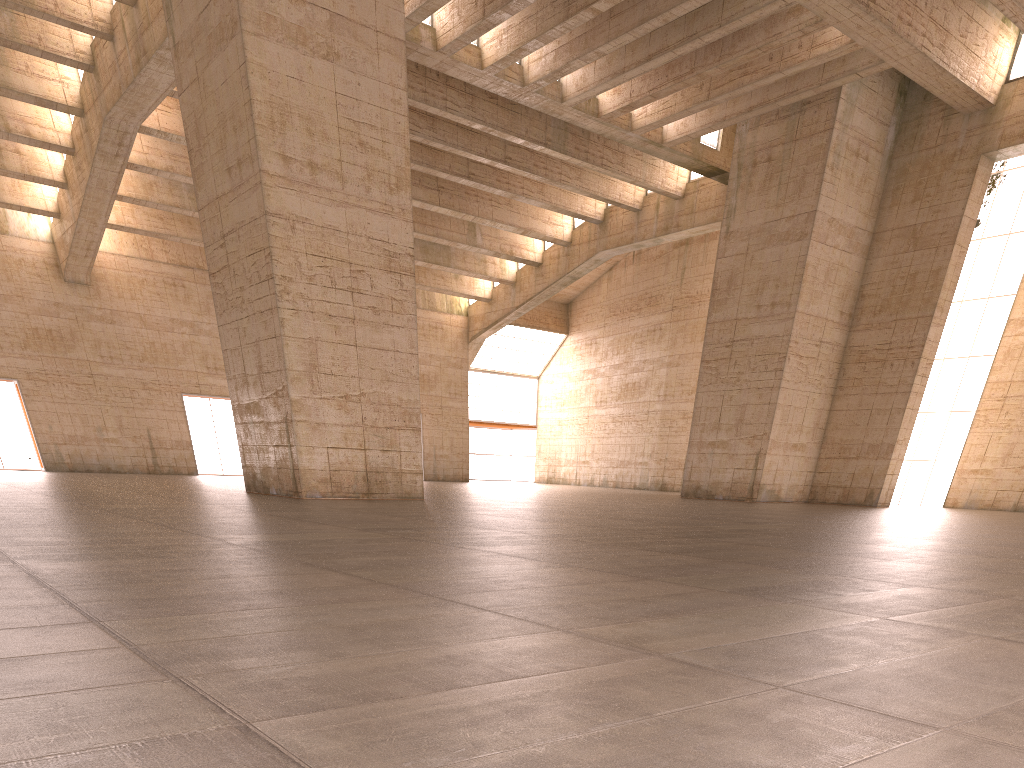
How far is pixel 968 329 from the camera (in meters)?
29.76

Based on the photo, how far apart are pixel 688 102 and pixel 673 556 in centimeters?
2395cm

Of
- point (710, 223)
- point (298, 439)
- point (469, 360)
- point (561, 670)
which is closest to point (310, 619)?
point (561, 670)
